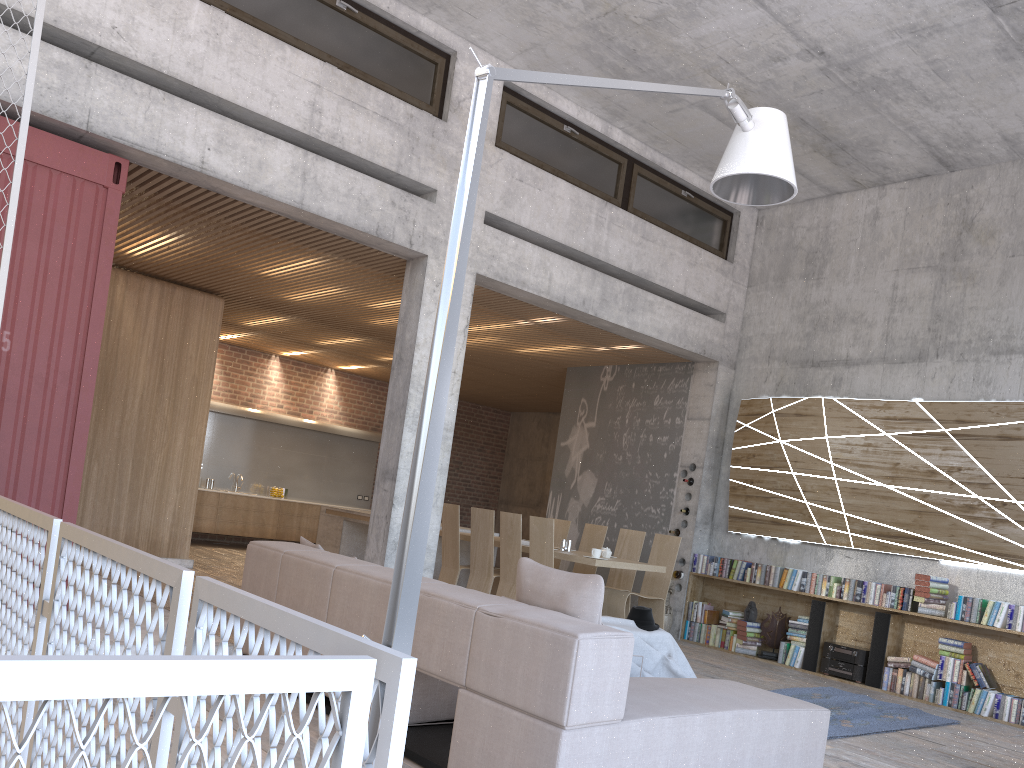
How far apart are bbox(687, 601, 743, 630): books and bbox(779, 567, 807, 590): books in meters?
0.7 m

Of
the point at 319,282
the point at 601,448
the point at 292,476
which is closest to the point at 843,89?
the point at 601,448

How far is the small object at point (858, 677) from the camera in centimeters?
825cm

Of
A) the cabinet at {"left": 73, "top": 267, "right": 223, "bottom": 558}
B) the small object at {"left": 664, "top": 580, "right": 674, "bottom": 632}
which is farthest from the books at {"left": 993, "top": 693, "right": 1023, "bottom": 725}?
the cabinet at {"left": 73, "top": 267, "right": 223, "bottom": 558}

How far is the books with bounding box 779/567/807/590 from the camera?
8.93m

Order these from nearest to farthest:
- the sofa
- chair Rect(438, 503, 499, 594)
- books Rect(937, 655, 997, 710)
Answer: the sofa → books Rect(937, 655, 997, 710) → chair Rect(438, 503, 499, 594)

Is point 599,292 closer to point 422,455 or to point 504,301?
point 504,301

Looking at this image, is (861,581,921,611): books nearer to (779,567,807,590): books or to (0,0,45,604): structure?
(779,567,807,590): books

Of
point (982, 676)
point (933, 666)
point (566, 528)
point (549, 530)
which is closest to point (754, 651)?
point (933, 666)

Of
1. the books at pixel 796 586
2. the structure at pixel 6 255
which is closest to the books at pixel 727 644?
the books at pixel 796 586
